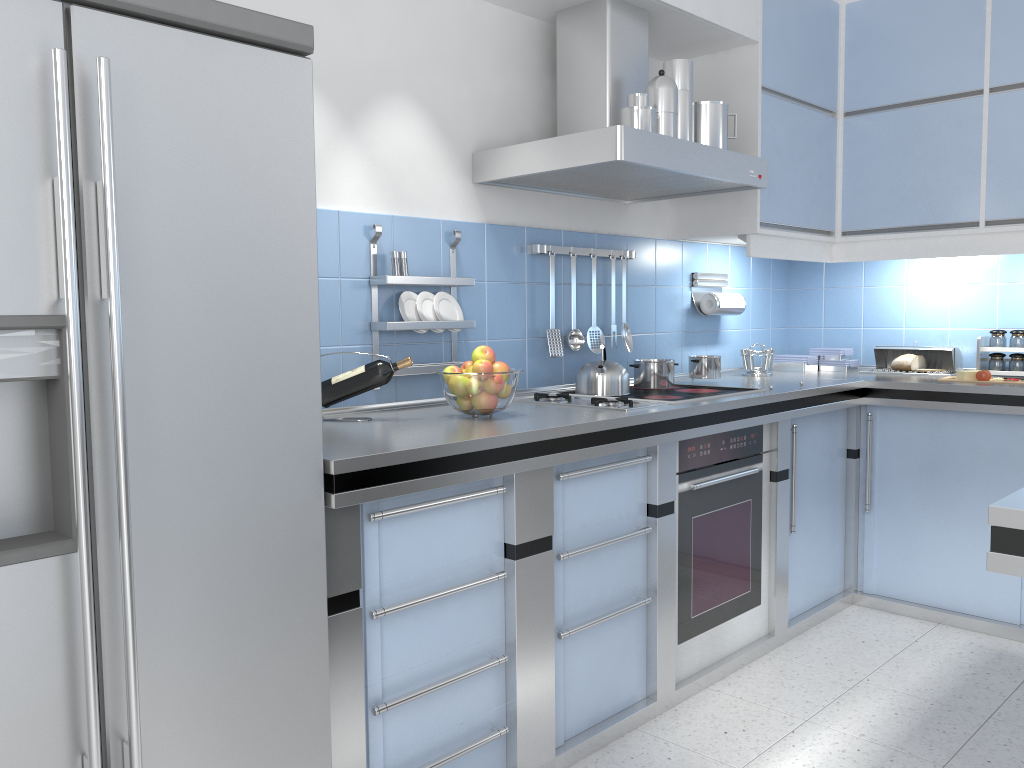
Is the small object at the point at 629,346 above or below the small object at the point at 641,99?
below

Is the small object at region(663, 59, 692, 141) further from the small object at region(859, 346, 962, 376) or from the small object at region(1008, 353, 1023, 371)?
the small object at region(1008, 353, 1023, 371)

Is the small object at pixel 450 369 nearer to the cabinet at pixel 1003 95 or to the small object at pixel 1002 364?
the cabinet at pixel 1003 95

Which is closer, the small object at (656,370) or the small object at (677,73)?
the small object at (677,73)

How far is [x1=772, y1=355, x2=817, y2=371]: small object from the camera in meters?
4.2

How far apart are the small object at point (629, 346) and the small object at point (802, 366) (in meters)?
1.11

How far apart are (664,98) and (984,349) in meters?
2.0 m

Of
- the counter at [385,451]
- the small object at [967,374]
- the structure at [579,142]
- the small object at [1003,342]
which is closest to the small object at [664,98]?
the structure at [579,142]

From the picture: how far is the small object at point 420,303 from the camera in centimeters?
279cm

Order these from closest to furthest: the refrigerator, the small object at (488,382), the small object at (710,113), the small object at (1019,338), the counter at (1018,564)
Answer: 1. the counter at (1018,564)
2. the refrigerator
3. the small object at (488,382)
4. the small object at (710,113)
5. the small object at (1019,338)
